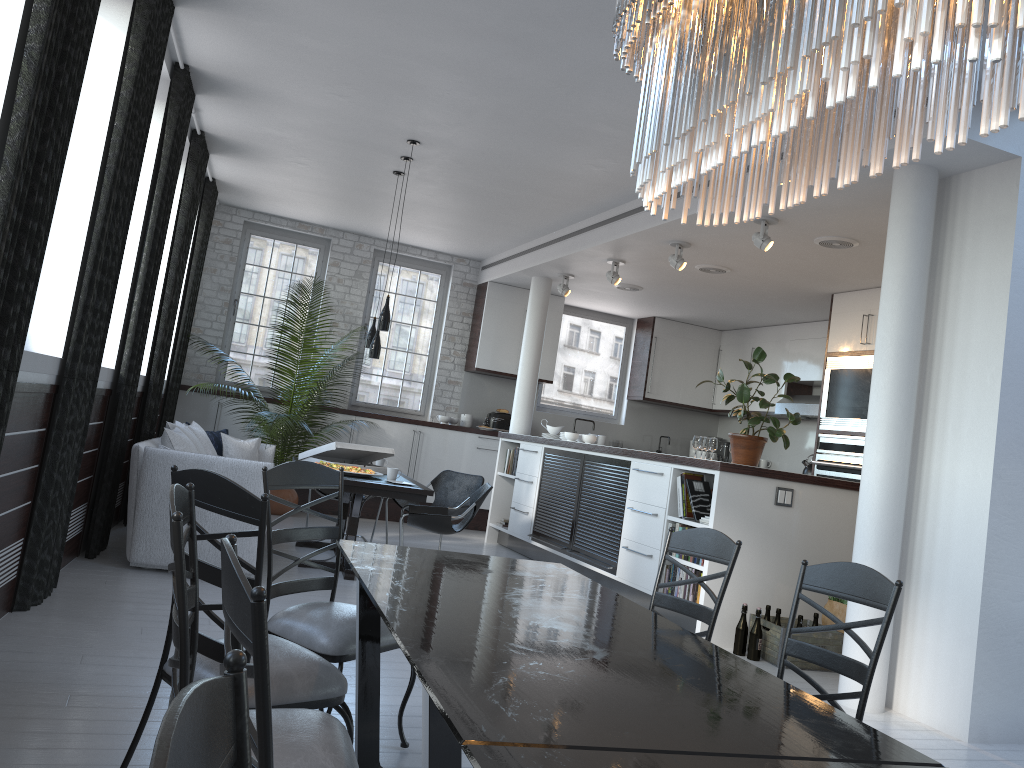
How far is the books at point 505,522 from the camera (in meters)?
9.48

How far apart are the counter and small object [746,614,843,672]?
1.0m

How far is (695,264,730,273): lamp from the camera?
8.2m

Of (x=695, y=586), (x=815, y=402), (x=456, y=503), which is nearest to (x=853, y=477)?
(x=815, y=402)

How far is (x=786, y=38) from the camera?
1.3 meters

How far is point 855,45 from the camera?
1.18m

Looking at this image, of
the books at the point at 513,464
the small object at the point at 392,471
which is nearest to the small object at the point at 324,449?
the small object at the point at 392,471

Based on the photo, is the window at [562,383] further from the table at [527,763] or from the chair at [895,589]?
the table at [527,763]

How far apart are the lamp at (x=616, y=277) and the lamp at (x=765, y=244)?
2.2m

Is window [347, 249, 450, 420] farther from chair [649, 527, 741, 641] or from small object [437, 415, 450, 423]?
chair [649, 527, 741, 641]
